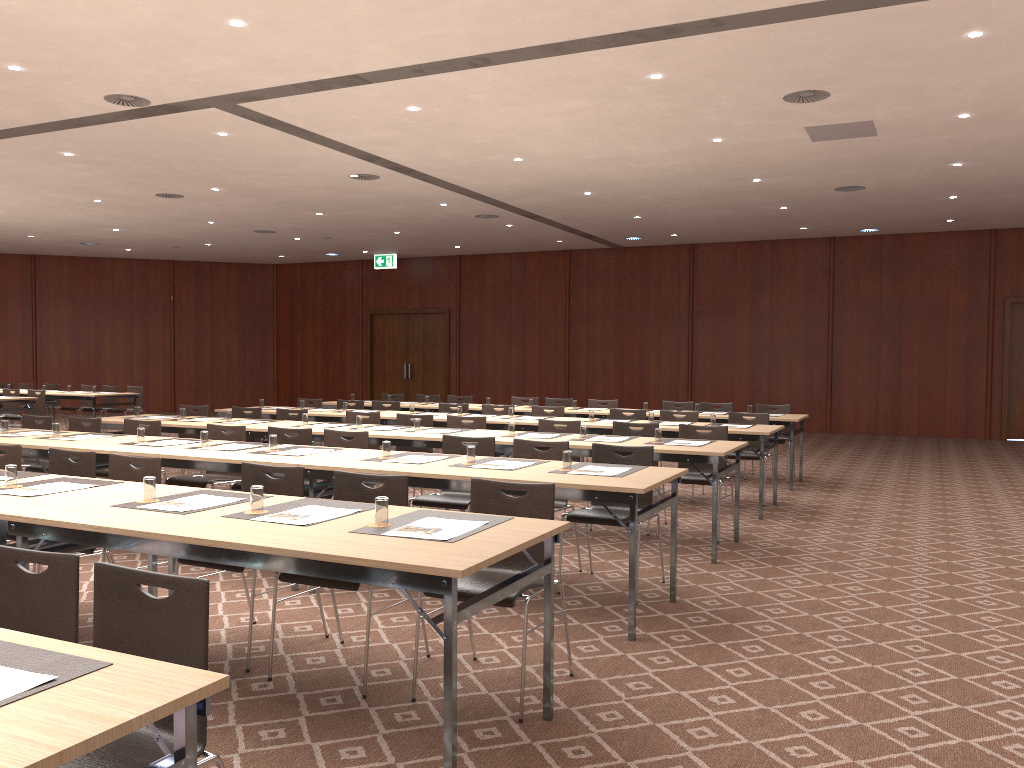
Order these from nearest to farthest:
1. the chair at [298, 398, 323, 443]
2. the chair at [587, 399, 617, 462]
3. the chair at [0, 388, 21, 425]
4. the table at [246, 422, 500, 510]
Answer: the table at [246, 422, 500, 510]
the chair at [298, 398, 323, 443]
the chair at [587, 399, 617, 462]
the chair at [0, 388, 21, 425]

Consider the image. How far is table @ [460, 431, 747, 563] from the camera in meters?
6.5 m

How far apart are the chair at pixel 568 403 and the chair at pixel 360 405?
2.7 meters

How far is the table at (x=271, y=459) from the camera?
5.9 meters

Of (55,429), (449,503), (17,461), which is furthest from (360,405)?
(17,461)

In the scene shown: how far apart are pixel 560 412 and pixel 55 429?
5.4m

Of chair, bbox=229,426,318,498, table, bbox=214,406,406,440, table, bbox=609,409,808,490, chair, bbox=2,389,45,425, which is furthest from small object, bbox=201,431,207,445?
chair, bbox=2,389,45,425

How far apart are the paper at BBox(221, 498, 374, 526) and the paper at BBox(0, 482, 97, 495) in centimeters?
132cm

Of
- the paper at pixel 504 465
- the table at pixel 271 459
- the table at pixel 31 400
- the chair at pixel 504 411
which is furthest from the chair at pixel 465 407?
the table at pixel 31 400

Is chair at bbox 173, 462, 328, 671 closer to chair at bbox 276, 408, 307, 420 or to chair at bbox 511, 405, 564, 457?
chair at bbox 276, 408, 307, 420
